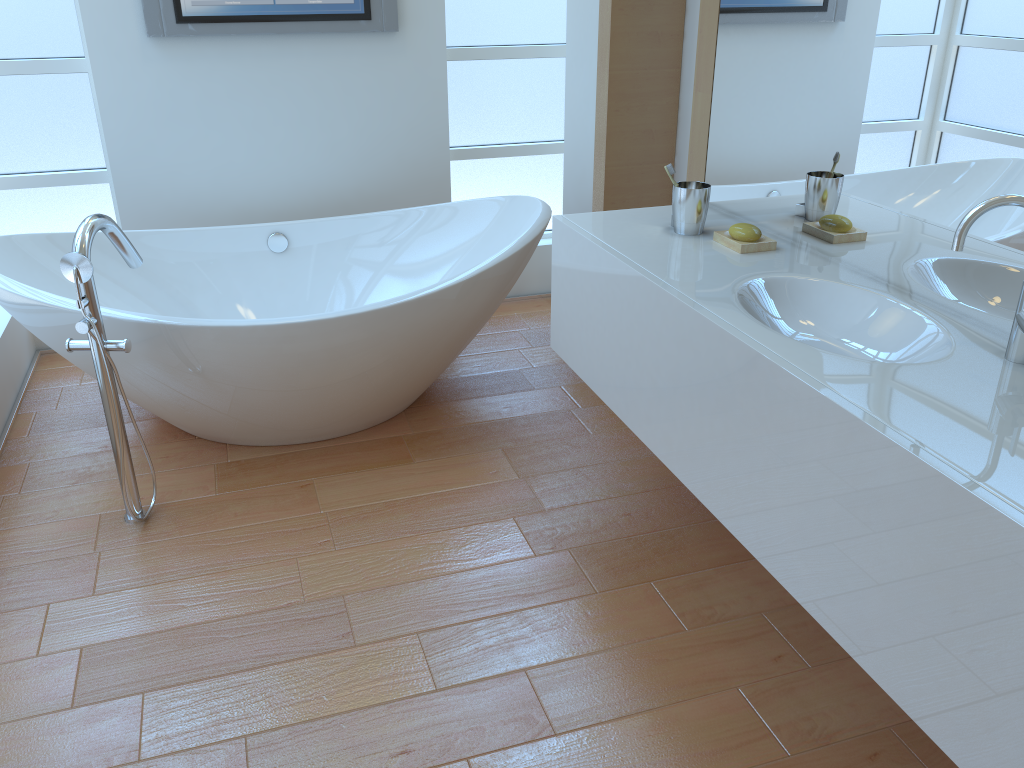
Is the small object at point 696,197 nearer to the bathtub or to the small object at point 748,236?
the small object at point 748,236

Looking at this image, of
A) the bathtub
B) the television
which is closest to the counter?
the bathtub

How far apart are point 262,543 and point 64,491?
0.68m

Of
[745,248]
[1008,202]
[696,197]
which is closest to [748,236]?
[745,248]

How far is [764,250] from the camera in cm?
203

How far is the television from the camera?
3.1m

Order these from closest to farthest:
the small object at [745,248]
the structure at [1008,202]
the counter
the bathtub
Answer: the counter < the structure at [1008,202] < the small object at [745,248] < the bathtub

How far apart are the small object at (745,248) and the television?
Answer: 1.8 meters

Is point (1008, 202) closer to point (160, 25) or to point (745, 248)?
point (745, 248)

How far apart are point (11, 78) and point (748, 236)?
2.7m
